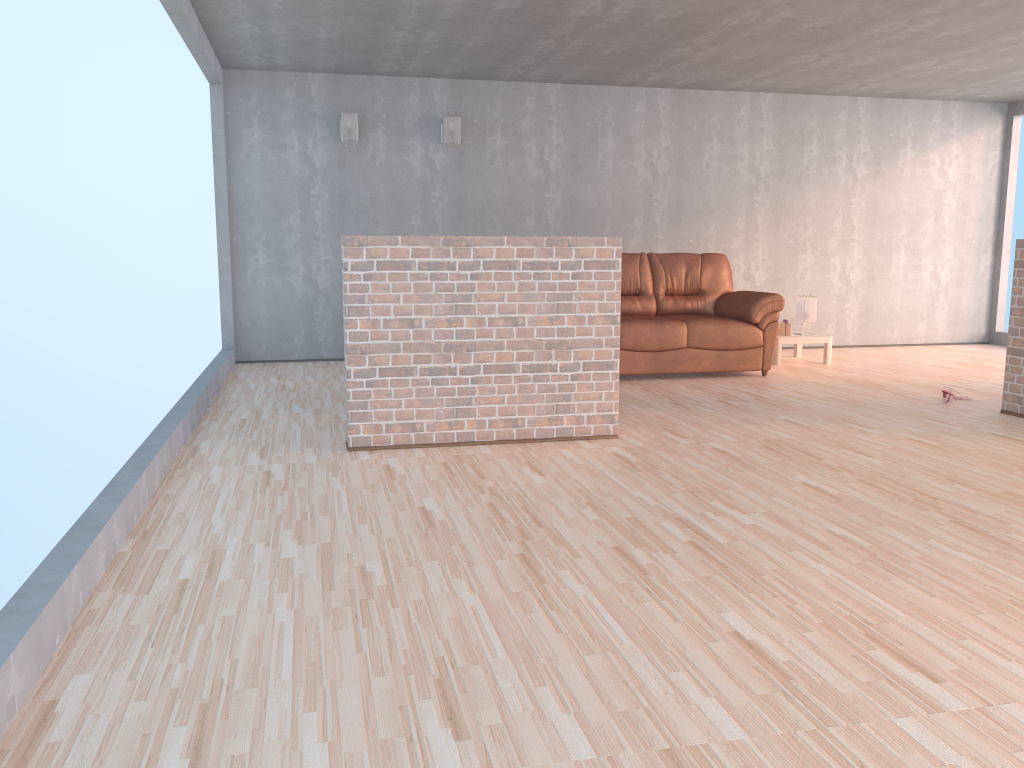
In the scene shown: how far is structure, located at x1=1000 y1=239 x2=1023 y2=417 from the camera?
5.30m

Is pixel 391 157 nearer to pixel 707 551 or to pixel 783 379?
pixel 783 379

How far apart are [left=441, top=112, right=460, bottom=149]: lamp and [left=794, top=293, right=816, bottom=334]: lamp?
3.36m

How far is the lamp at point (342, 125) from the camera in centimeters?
749cm

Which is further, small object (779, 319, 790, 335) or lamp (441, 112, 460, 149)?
small object (779, 319, 790, 335)

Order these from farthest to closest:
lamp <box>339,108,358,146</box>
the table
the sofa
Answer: the table < lamp <box>339,108,358,146</box> < the sofa

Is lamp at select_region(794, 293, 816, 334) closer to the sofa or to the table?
the table

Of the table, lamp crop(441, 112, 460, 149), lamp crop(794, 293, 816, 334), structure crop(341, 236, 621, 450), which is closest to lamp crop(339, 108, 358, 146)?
lamp crop(441, 112, 460, 149)

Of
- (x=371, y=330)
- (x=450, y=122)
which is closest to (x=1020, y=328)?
(x=371, y=330)

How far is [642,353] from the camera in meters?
6.7
